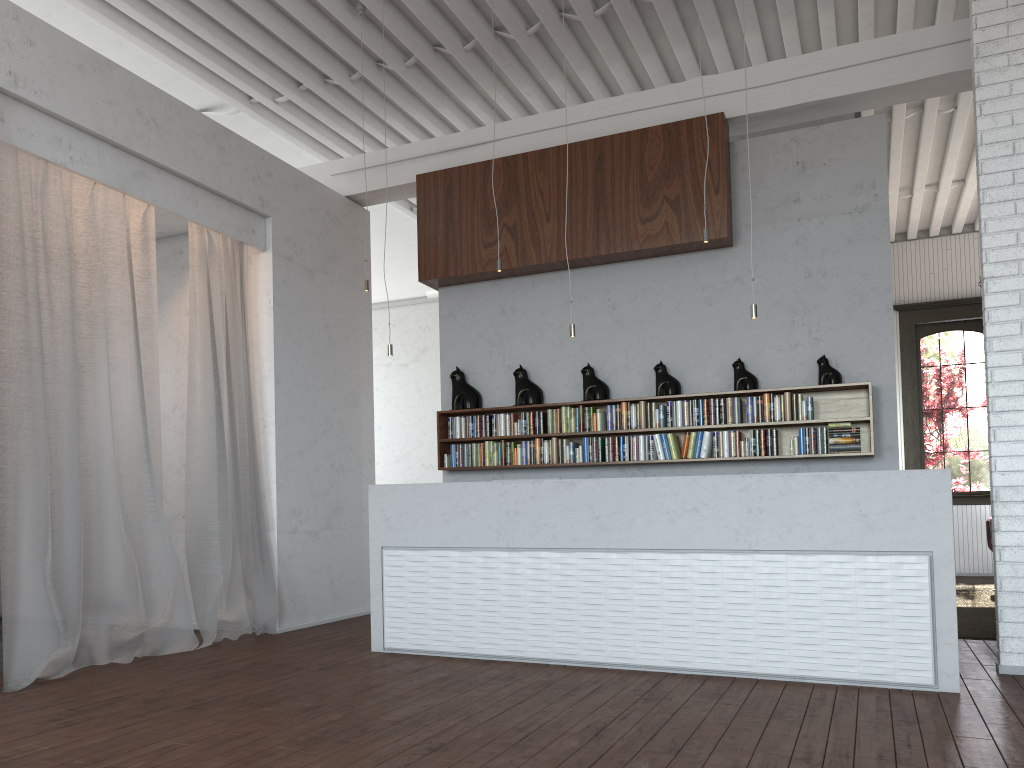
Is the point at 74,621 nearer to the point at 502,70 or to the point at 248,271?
the point at 248,271
